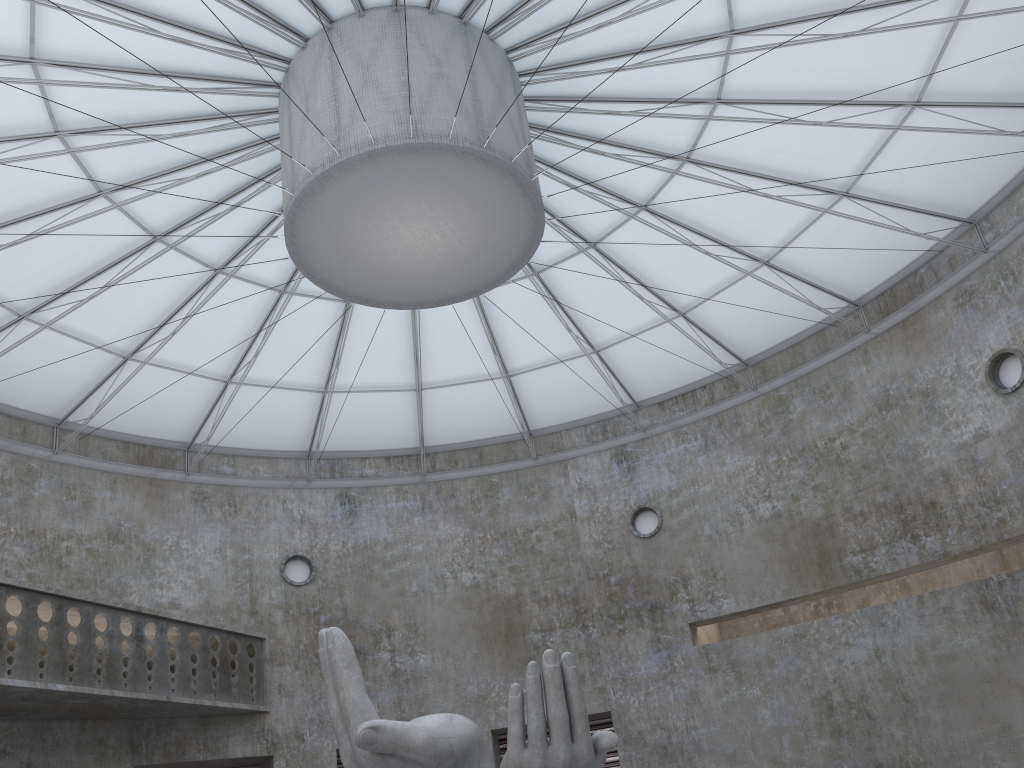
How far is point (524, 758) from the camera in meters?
16.3

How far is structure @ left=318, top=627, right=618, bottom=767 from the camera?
16.3m

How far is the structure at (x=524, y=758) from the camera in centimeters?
1630cm
